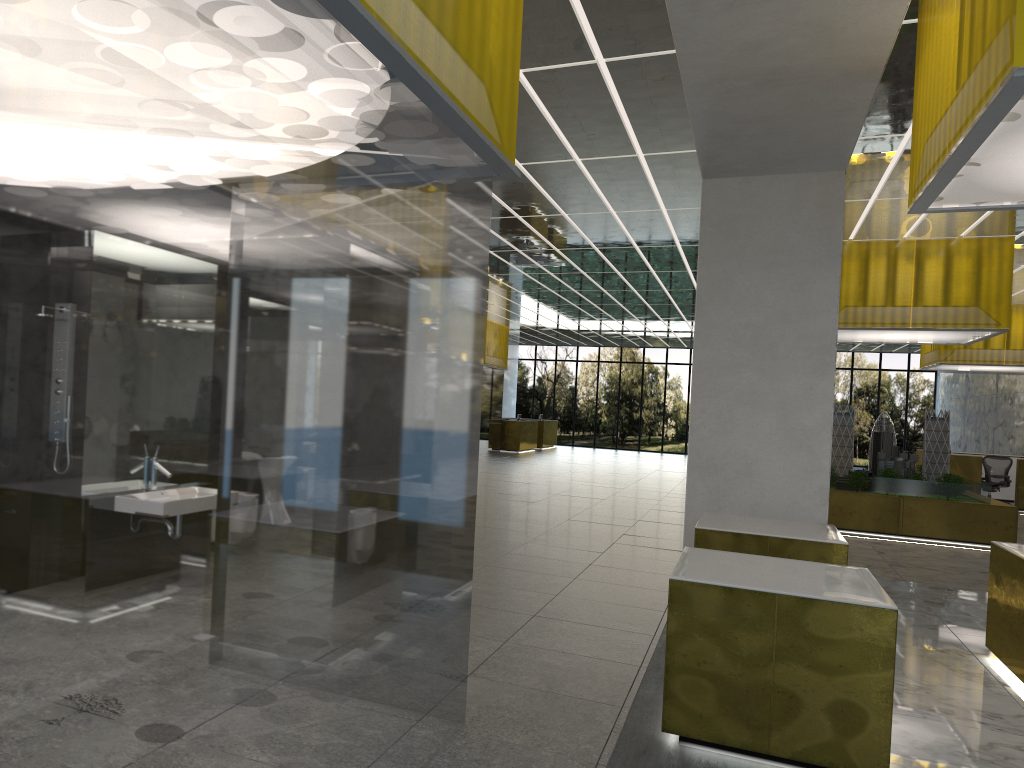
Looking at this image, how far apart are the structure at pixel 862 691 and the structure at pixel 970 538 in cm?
1296

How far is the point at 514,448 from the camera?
41.8m

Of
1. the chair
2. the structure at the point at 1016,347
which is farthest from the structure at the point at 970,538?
the chair

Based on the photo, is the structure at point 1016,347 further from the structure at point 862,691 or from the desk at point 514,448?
the structure at point 862,691

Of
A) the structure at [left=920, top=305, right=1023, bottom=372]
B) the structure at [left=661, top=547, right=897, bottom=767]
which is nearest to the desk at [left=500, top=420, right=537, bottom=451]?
the structure at [left=920, top=305, right=1023, bottom=372]

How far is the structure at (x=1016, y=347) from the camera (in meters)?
27.65

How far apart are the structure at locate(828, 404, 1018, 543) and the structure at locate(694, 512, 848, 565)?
10.1 meters

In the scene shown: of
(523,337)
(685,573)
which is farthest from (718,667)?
(523,337)

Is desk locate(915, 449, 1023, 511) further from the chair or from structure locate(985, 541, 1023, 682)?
structure locate(985, 541, 1023, 682)

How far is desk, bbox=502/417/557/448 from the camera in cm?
4670
